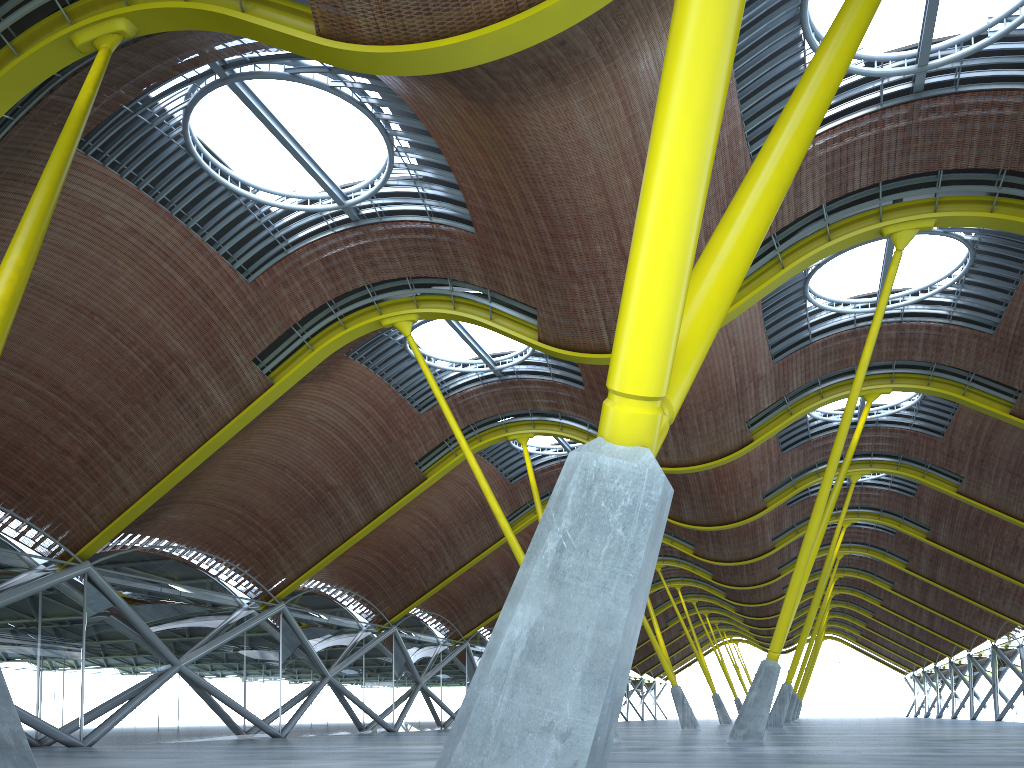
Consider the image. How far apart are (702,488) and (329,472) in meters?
18.7 m
